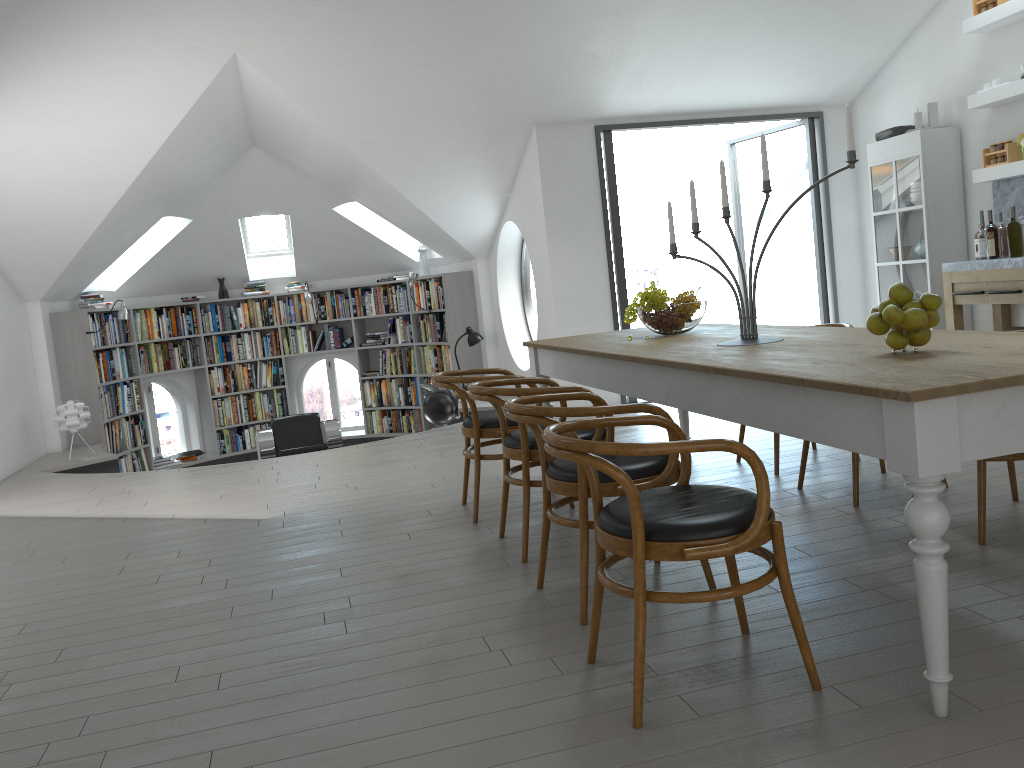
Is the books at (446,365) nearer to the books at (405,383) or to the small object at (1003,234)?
the books at (405,383)

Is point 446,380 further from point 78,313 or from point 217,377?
point 217,377

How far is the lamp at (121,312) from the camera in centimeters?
899cm

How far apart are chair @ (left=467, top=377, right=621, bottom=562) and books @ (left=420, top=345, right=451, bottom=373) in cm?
615

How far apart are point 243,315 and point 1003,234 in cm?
825

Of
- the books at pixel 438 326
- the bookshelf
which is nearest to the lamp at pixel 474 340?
the bookshelf

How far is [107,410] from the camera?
9.3m

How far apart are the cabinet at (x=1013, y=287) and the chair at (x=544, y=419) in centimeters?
390cm

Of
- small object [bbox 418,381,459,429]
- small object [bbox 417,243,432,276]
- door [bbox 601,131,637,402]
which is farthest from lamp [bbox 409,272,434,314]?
door [bbox 601,131,637,402]

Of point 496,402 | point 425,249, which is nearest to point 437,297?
point 425,249
